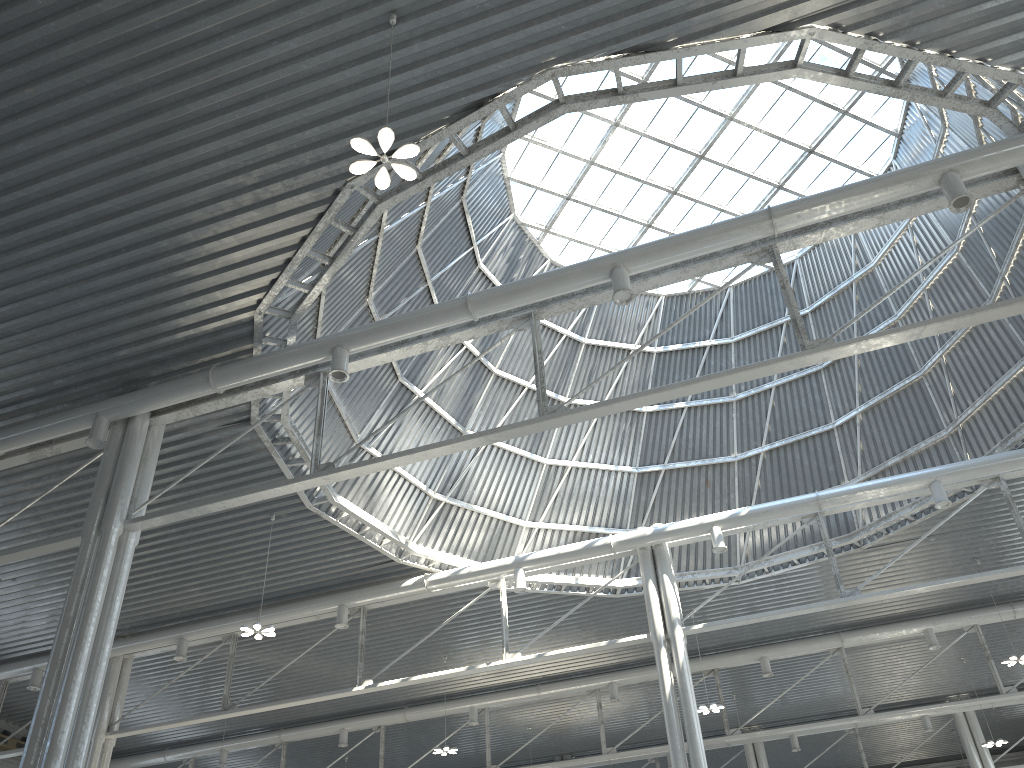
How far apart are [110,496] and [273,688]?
23.14m

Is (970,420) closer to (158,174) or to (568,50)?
(568,50)
